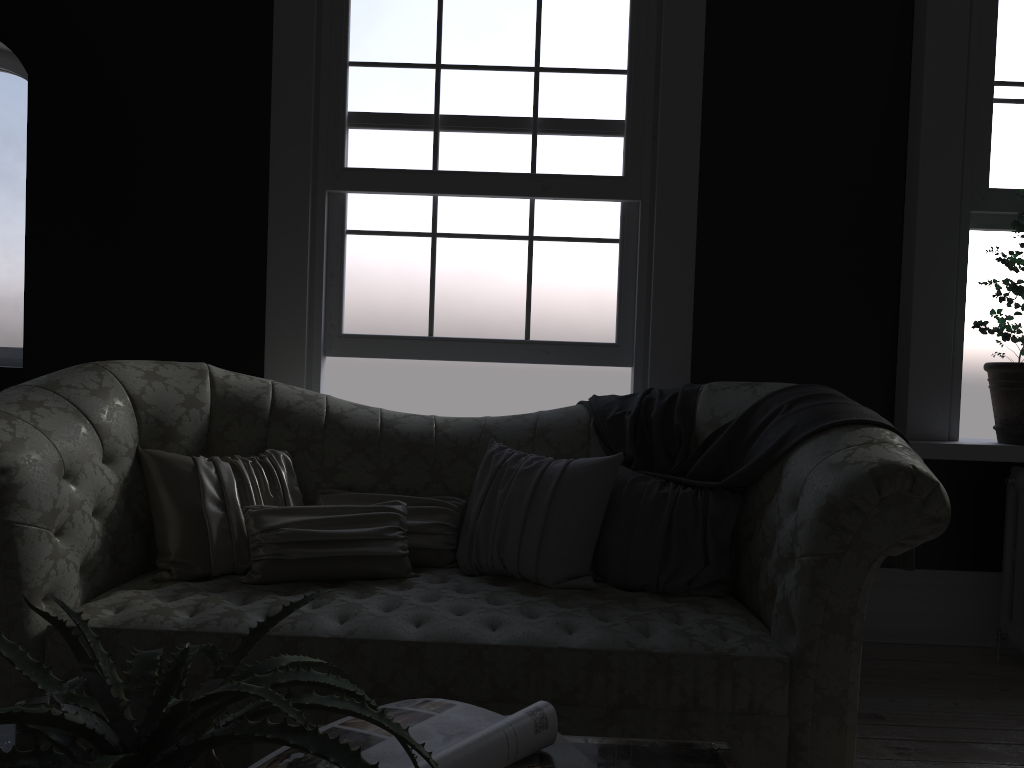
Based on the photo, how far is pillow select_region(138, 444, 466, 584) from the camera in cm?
276

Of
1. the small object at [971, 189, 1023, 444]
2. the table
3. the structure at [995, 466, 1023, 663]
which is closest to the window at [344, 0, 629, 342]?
the small object at [971, 189, 1023, 444]

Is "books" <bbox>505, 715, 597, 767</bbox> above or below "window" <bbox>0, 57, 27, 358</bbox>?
below

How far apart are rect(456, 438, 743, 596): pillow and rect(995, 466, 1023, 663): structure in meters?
1.5 m

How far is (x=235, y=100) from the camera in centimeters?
397cm

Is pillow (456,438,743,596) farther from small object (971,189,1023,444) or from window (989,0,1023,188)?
window (989,0,1023,188)

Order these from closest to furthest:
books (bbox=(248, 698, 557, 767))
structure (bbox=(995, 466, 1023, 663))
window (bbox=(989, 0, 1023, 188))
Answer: books (bbox=(248, 698, 557, 767)) < structure (bbox=(995, 466, 1023, 663)) < window (bbox=(989, 0, 1023, 188))

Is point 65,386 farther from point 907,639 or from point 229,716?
point 907,639

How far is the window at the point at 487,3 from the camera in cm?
386

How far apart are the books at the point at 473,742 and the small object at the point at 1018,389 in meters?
3.2 m
